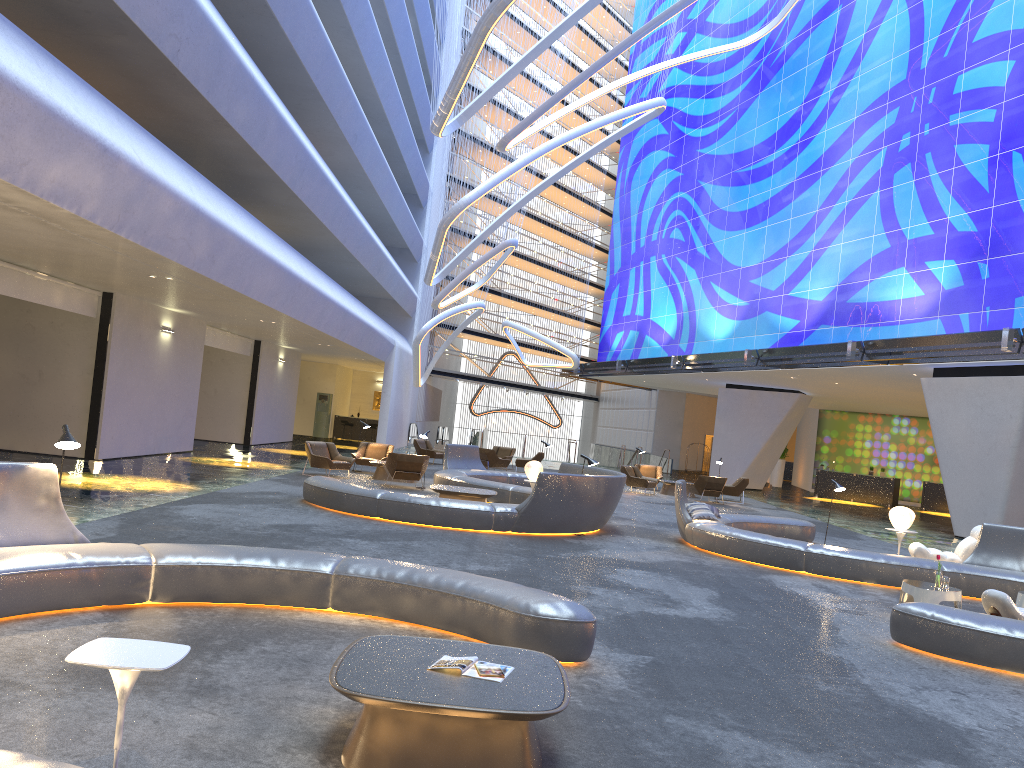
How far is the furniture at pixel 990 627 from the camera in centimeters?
756cm

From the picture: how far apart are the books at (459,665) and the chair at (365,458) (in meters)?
17.49

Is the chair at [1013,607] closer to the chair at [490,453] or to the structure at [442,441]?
the chair at [490,453]

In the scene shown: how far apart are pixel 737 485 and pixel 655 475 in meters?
3.1 m

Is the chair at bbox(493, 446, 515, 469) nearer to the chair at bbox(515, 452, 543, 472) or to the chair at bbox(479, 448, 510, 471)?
the chair at bbox(515, 452, 543, 472)

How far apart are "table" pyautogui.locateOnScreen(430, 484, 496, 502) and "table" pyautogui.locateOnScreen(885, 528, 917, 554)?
6.7 meters

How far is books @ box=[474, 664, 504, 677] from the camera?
4.47m

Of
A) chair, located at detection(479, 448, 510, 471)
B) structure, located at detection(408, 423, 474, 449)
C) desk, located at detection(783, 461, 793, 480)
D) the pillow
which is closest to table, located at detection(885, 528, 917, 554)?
the pillow

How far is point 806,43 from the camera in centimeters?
2989cm

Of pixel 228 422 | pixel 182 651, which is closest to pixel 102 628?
pixel 182 651
